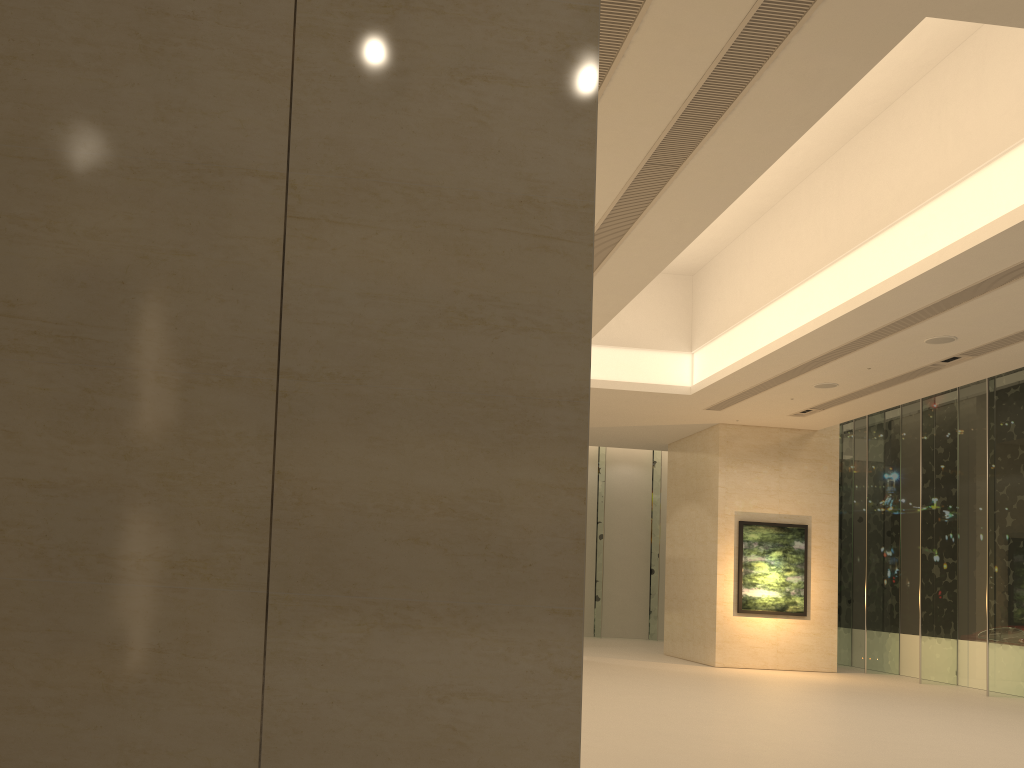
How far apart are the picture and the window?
1.90m

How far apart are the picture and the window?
1.9m

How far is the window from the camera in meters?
18.2

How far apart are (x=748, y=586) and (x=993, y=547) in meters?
5.4

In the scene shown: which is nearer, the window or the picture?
the window

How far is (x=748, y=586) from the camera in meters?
21.2

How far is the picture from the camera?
21.16m

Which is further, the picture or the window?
the picture

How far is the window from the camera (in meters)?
18.22
